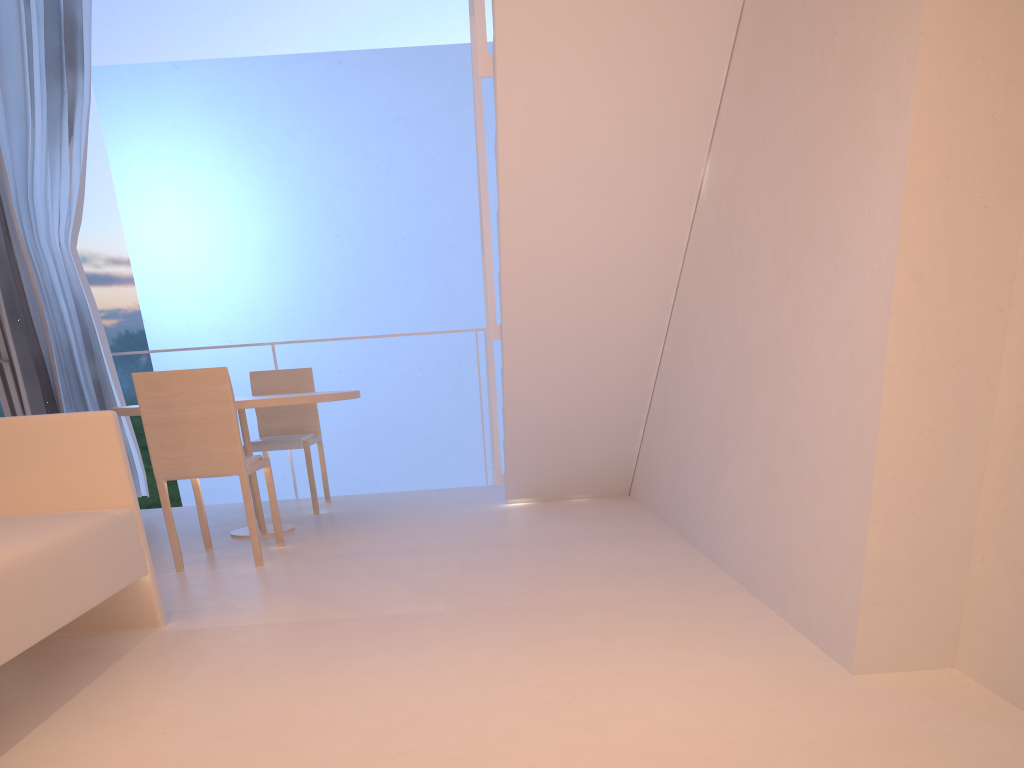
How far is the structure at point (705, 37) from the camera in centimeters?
149cm

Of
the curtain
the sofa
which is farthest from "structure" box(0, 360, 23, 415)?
the sofa

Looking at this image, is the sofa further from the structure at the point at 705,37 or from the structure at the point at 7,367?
the structure at the point at 7,367

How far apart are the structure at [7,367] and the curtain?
0.1m

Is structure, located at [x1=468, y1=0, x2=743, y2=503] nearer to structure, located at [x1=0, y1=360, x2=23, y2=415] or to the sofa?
the sofa

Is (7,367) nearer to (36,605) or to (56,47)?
(56,47)

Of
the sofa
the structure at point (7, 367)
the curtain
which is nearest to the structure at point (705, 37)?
the sofa

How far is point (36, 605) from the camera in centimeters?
100cm

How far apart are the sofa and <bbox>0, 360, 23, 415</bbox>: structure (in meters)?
1.54

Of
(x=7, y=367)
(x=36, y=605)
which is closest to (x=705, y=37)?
(x=36, y=605)
